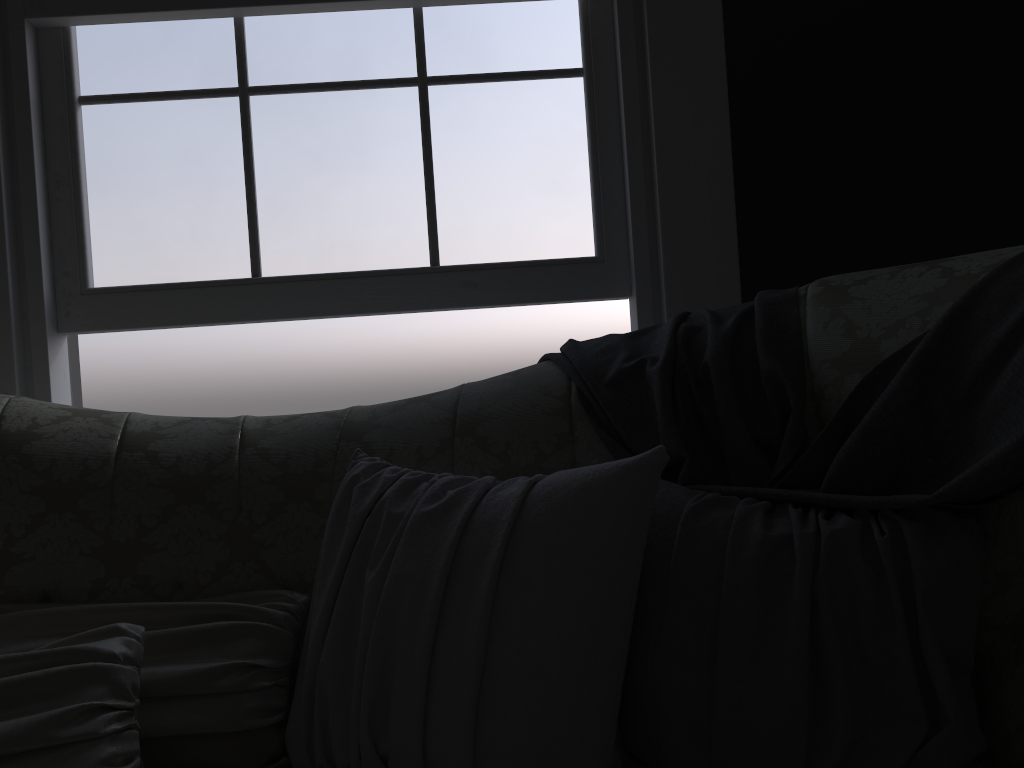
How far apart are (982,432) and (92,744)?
1.2 meters

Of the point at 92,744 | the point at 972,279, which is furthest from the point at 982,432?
the point at 92,744

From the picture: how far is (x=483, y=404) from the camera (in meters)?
1.57

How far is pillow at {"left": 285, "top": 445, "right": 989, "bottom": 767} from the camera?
1.0m

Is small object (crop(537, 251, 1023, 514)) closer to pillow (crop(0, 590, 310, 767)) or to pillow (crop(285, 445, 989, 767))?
pillow (crop(285, 445, 989, 767))

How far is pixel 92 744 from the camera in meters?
1.1

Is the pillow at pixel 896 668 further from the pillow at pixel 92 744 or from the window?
the window

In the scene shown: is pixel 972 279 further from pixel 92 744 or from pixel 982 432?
pixel 92 744

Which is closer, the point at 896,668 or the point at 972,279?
the point at 896,668

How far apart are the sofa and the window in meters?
0.6
